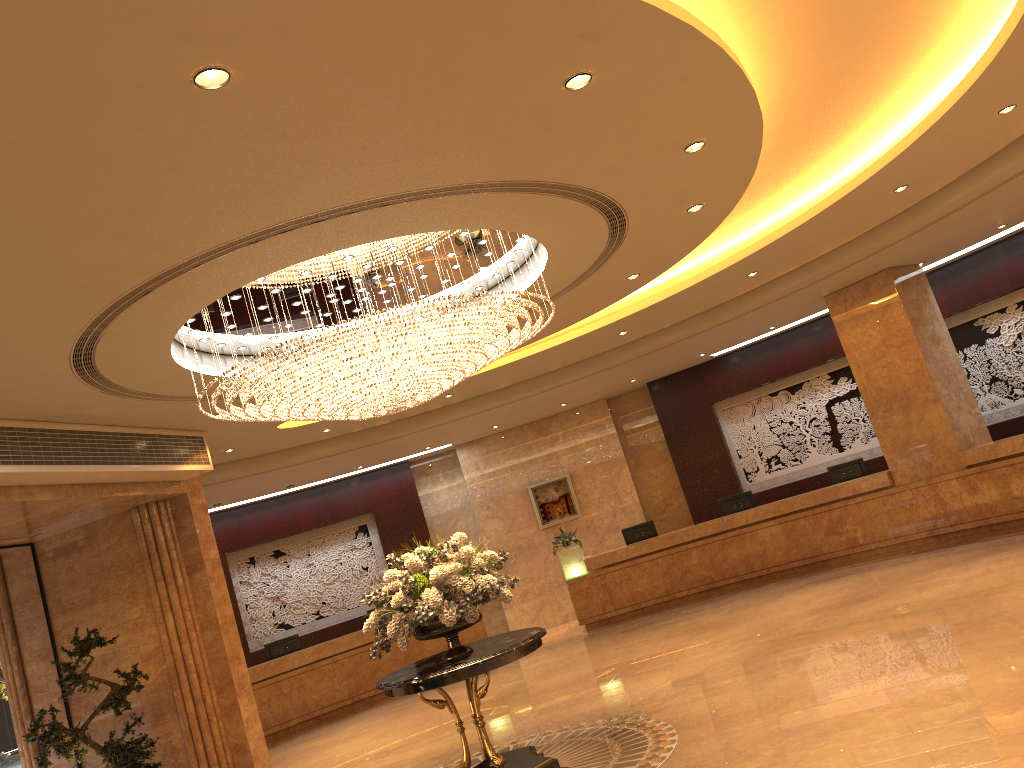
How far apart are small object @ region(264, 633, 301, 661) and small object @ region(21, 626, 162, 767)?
5.3m

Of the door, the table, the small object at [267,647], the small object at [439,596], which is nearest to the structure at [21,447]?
the door

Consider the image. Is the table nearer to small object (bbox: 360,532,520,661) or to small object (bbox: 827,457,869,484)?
small object (bbox: 360,532,520,661)

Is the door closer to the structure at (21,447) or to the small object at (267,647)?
the structure at (21,447)

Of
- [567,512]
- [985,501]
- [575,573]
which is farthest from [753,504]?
[567,512]

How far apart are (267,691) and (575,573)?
5.39m

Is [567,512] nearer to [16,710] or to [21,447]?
[16,710]

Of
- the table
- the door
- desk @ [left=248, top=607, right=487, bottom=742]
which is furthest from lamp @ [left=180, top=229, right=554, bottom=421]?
desk @ [left=248, top=607, right=487, bottom=742]

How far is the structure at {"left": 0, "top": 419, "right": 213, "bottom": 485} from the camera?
7.8m

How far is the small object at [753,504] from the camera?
15.09m
